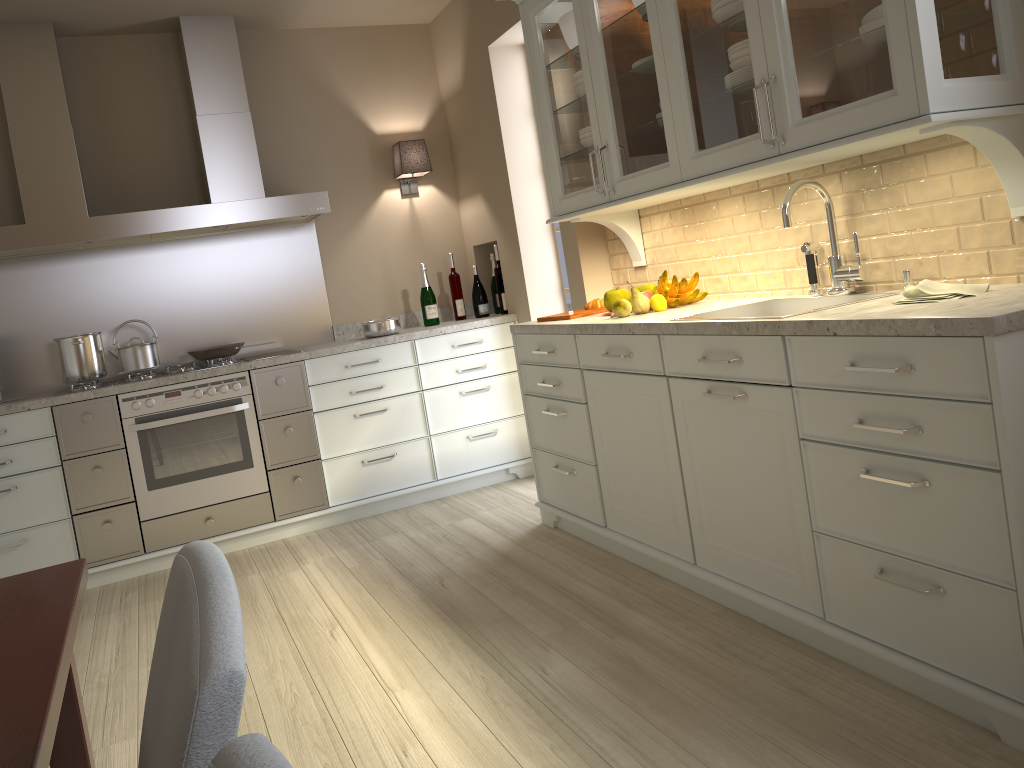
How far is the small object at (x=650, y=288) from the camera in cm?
316

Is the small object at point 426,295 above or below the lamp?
below

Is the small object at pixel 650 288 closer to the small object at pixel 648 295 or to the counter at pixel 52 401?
the small object at pixel 648 295

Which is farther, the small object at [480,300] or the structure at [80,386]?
the small object at [480,300]

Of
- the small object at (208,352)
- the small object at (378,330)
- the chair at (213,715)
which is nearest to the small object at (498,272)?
the small object at (378,330)

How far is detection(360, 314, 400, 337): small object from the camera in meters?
4.3

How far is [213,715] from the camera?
0.6m

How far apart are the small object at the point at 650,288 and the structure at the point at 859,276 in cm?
79

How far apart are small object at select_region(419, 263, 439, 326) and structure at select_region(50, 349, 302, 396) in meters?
1.0

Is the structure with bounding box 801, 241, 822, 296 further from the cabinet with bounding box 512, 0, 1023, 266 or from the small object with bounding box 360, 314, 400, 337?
the small object with bounding box 360, 314, 400, 337
